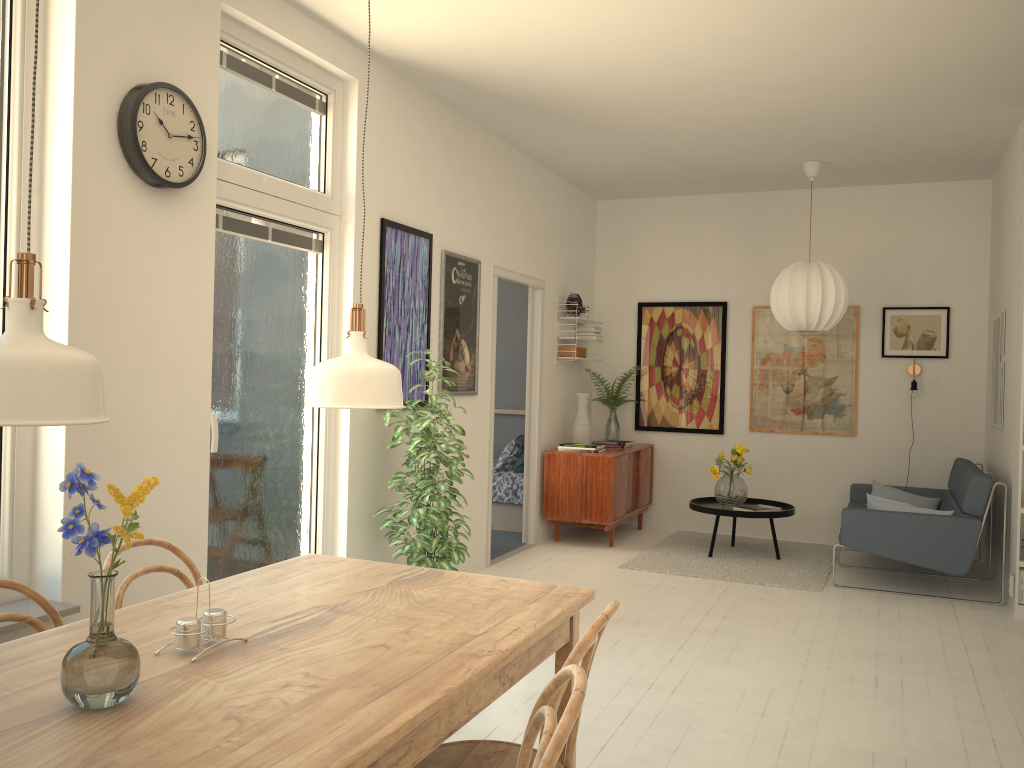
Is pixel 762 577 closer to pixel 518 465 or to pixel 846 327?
pixel 518 465

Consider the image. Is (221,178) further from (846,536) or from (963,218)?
(963,218)

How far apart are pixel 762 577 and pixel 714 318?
2.5 meters

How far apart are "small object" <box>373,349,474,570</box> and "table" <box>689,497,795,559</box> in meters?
2.4 m

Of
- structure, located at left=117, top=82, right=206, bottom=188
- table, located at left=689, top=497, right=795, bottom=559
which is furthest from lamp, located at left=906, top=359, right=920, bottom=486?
structure, located at left=117, top=82, right=206, bottom=188

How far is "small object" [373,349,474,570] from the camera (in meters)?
4.30

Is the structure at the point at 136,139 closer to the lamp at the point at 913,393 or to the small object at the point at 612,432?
the small object at the point at 612,432

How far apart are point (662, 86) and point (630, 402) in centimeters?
355cm

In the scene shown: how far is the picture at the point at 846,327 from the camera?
7.2m

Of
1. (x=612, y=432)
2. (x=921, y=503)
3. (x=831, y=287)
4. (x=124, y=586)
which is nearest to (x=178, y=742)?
(x=124, y=586)
